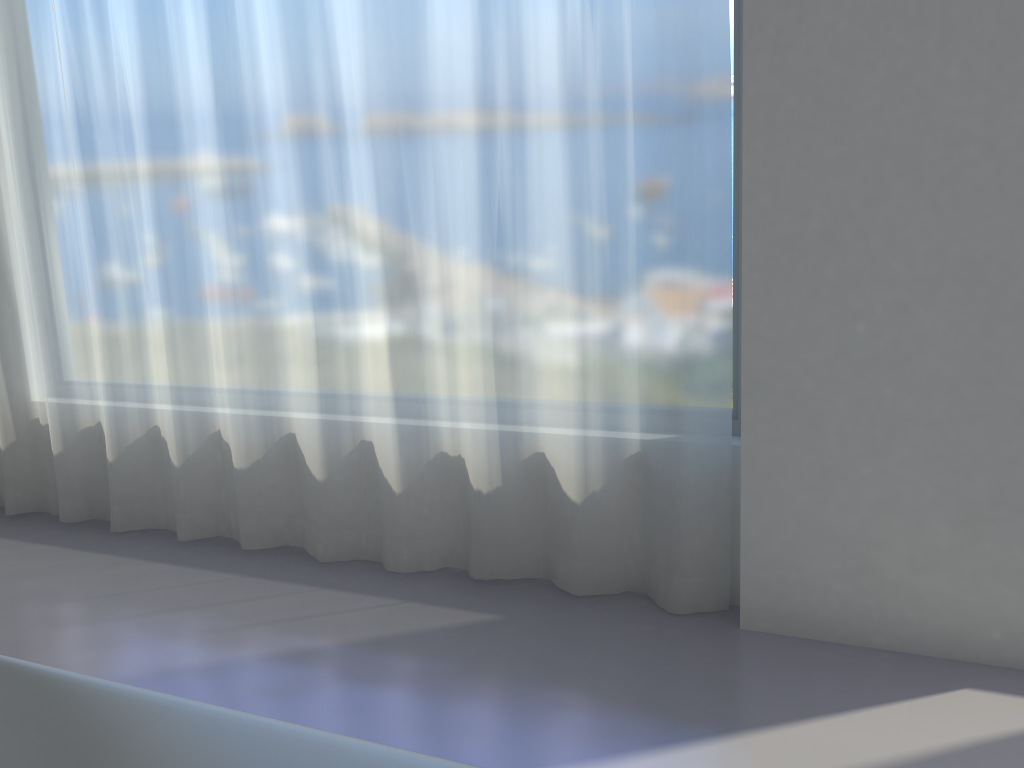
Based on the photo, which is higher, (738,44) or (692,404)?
(738,44)

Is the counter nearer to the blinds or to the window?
the blinds

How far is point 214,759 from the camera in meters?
0.5 m

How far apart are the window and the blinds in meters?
0.2

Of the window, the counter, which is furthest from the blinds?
the counter

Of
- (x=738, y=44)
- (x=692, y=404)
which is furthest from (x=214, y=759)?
(x=738, y=44)

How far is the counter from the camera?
0.5 meters

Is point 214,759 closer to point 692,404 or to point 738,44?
point 692,404

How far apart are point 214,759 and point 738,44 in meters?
2.5

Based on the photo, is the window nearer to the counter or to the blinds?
the blinds
